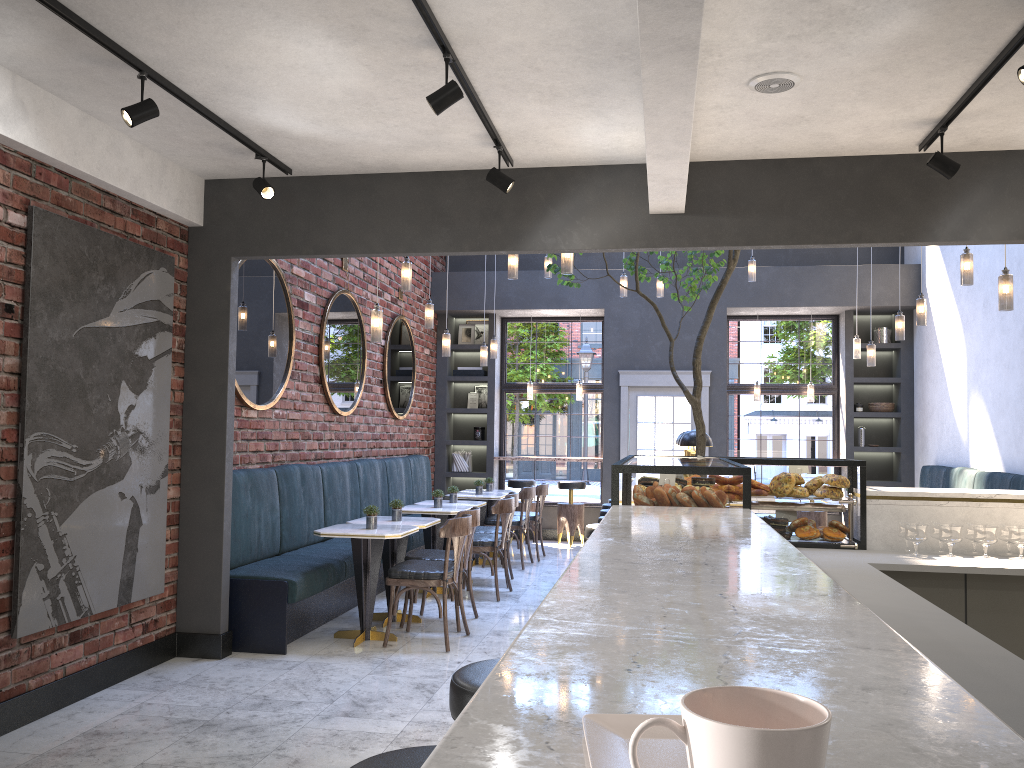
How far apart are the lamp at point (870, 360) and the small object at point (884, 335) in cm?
230

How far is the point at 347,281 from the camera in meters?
8.5

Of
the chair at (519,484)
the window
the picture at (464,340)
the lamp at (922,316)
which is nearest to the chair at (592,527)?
the lamp at (922,316)

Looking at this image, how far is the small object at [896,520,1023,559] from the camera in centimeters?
414cm

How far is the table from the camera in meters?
5.9

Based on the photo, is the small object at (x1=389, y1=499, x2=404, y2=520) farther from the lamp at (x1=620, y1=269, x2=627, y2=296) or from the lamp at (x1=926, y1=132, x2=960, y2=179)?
the lamp at (x1=926, y1=132, x2=960, y2=179)

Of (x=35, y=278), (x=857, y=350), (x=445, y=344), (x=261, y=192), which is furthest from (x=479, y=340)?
(x=35, y=278)

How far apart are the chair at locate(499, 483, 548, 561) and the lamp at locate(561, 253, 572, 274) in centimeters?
448cm

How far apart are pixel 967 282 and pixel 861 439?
5.18m

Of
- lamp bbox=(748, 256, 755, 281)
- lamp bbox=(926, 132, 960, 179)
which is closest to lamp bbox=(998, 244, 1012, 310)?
lamp bbox=(926, 132, 960, 179)
